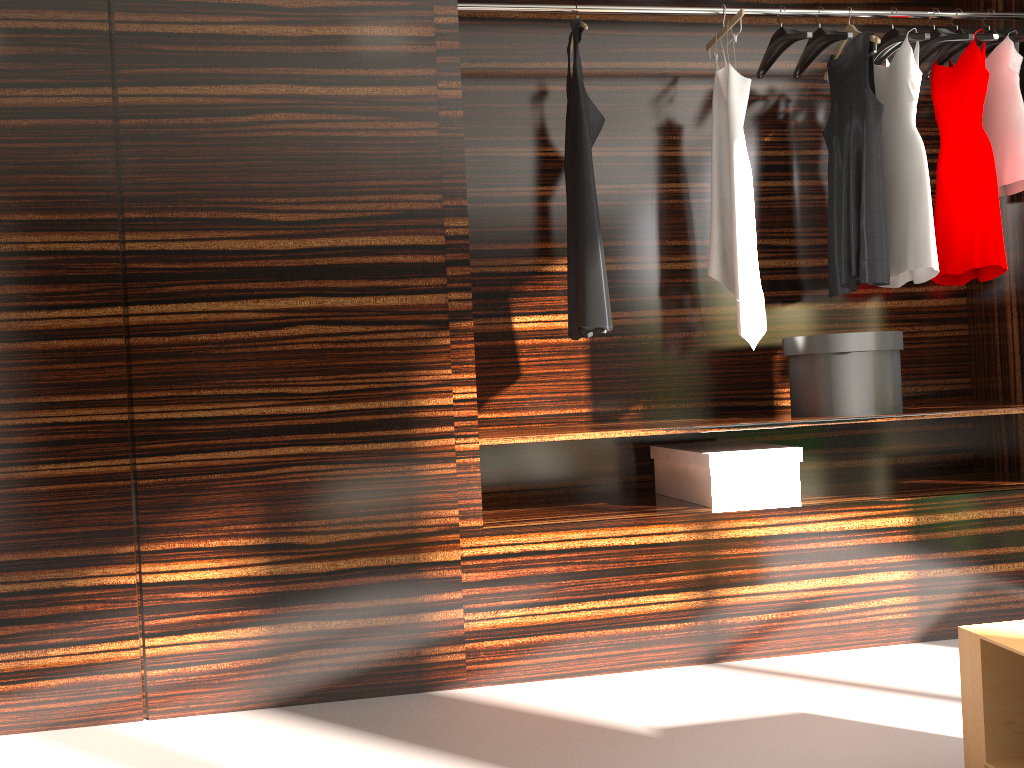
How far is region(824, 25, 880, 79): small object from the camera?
2.9m

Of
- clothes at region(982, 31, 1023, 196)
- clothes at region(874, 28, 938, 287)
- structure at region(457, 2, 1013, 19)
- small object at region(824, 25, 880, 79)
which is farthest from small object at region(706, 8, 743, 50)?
clothes at region(982, 31, 1023, 196)

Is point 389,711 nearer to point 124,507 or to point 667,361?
point 124,507

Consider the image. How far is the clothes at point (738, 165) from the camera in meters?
2.9 m

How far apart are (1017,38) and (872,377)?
1.3m

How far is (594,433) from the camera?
2.6 meters

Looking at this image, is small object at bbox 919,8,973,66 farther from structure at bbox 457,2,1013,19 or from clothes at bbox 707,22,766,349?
clothes at bbox 707,22,766,349

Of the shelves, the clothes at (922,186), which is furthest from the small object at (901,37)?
the shelves

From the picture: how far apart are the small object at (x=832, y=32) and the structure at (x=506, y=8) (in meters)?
0.07

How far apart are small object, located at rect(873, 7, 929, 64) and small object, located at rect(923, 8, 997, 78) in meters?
0.2 m
